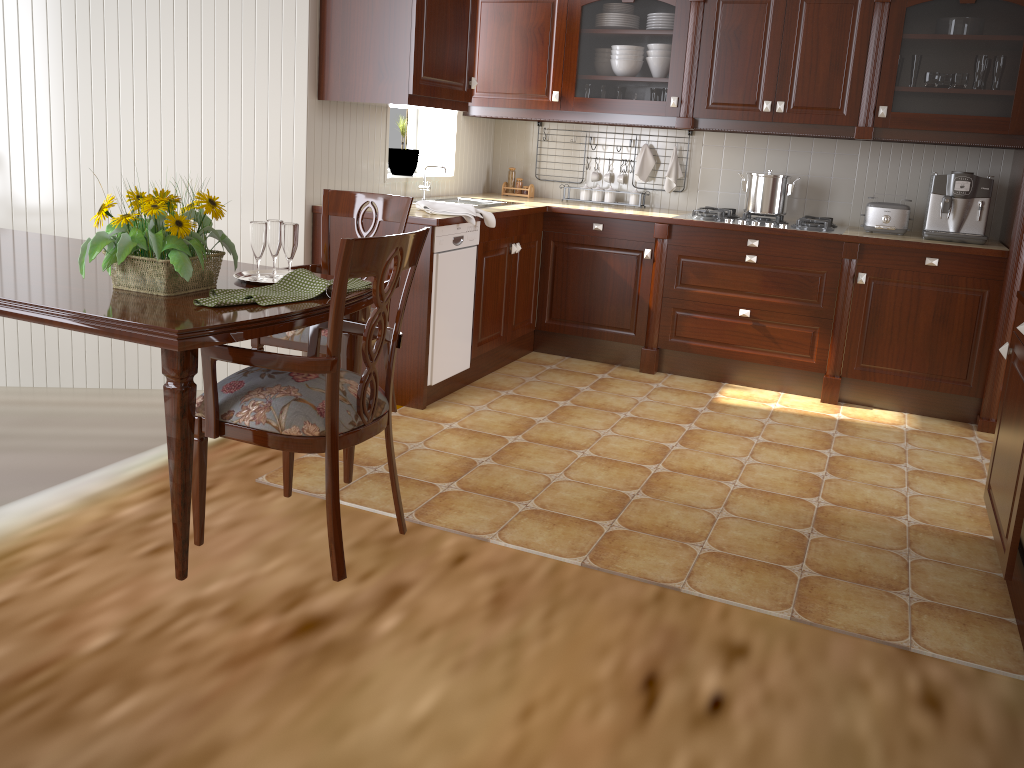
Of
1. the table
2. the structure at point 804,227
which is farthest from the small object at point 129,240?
the structure at point 804,227

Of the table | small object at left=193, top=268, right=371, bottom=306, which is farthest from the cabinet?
small object at left=193, top=268, right=371, bottom=306

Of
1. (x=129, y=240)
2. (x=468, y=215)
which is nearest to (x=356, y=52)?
(x=468, y=215)

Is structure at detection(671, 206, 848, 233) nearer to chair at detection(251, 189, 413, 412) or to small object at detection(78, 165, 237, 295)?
chair at detection(251, 189, 413, 412)

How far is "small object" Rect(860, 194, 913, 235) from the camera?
4.20m

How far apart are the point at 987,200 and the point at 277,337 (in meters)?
3.26

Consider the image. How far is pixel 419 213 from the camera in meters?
3.7

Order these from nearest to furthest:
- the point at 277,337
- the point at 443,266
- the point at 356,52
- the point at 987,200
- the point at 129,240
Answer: the point at 129,240 → the point at 277,337 → the point at 356,52 → the point at 443,266 → the point at 987,200

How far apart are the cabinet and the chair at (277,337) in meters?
0.7

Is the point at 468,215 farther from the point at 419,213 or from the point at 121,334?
the point at 121,334
